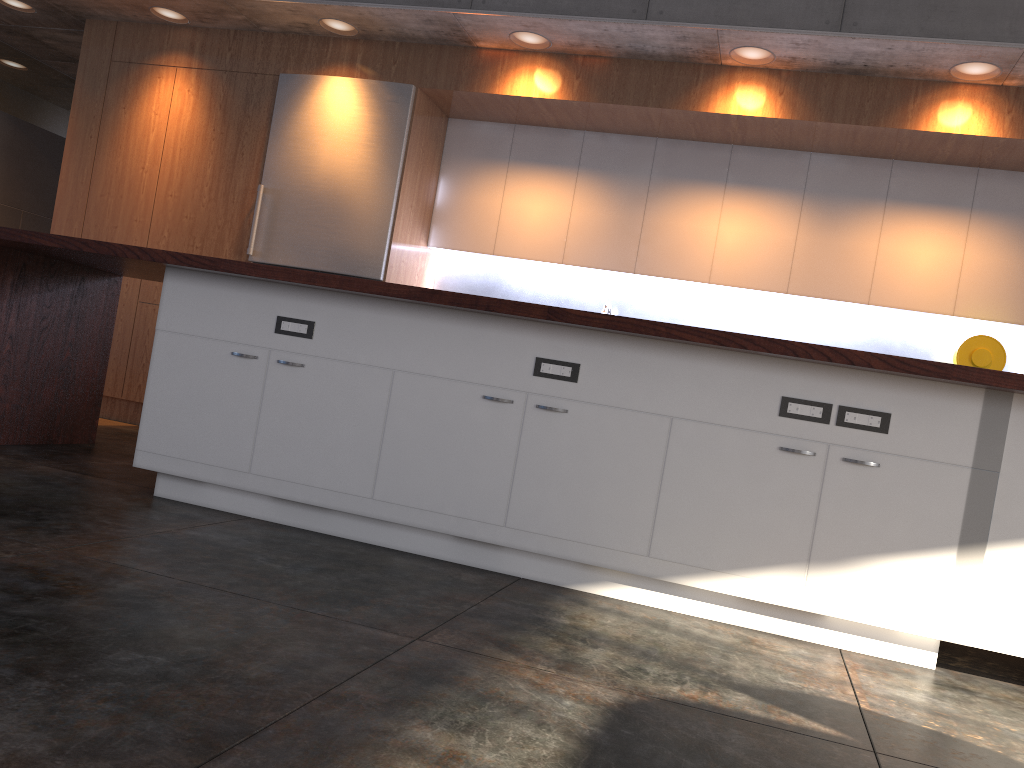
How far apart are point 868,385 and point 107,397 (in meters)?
5.20

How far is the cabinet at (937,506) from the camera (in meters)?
2.75

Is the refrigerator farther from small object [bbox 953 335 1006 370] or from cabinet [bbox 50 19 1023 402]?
small object [bbox 953 335 1006 370]

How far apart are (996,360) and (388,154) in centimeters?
378cm

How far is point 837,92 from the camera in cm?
493

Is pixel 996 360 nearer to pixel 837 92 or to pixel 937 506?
pixel 837 92

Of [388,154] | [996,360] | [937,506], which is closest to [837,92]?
[996,360]

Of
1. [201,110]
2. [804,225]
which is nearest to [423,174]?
[201,110]

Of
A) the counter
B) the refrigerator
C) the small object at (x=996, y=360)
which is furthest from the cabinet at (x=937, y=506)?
Result: the small object at (x=996, y=360)

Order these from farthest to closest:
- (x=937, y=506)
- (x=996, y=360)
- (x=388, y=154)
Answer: (x=388, y=154), (x=996, y=360), (x=937, y=506)
